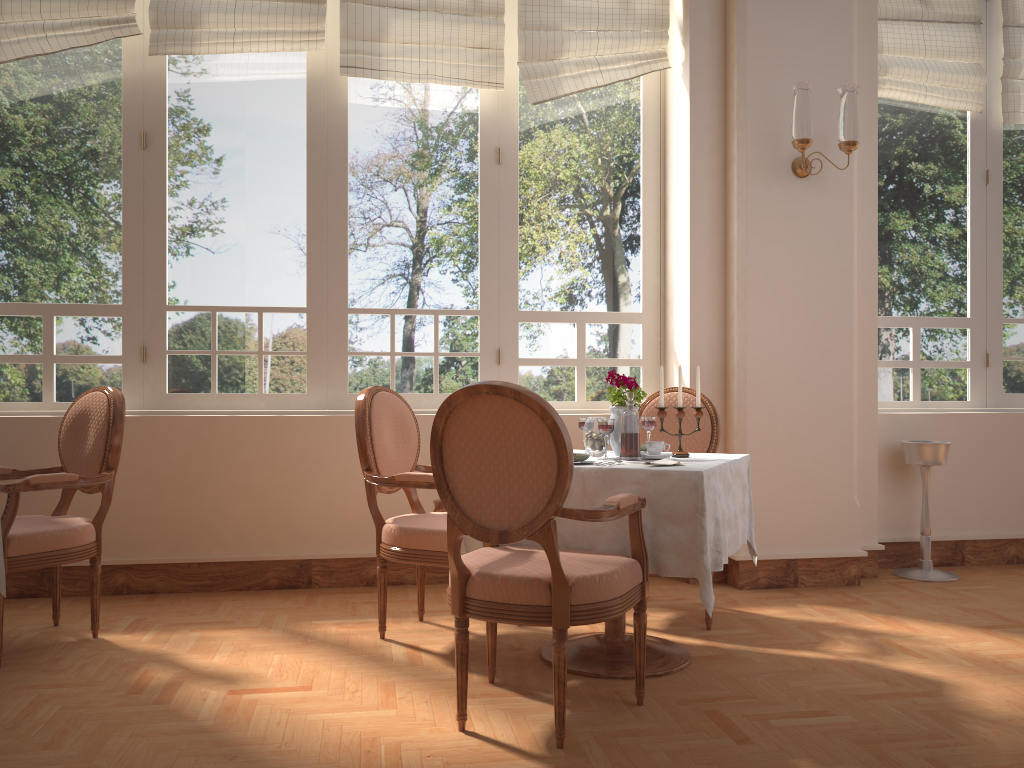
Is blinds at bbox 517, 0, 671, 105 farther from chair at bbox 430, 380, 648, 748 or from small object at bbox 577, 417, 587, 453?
chair at bbox 430, 380, 648, 748

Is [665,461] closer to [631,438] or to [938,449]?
[631,438]

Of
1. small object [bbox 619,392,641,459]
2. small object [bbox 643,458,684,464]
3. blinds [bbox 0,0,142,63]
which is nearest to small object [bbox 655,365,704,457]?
small object [bbox 619,392,641,459]

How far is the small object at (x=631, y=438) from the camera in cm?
291

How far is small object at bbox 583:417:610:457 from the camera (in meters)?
2.98

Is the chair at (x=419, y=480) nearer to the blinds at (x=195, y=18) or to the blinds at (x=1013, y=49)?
the blinds at (x=195, y=18)

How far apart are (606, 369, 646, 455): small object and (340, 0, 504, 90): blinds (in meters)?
1.87

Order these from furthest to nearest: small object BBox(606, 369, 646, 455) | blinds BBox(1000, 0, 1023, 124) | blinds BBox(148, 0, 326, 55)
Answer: blinds BBox(1000, 0, 1023, 124) < blinds BBox(148, 0, 326, 55) < small object BBox(606, 369, 646, 455)

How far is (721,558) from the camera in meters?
2.6

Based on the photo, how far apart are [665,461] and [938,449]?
2.2 meters
